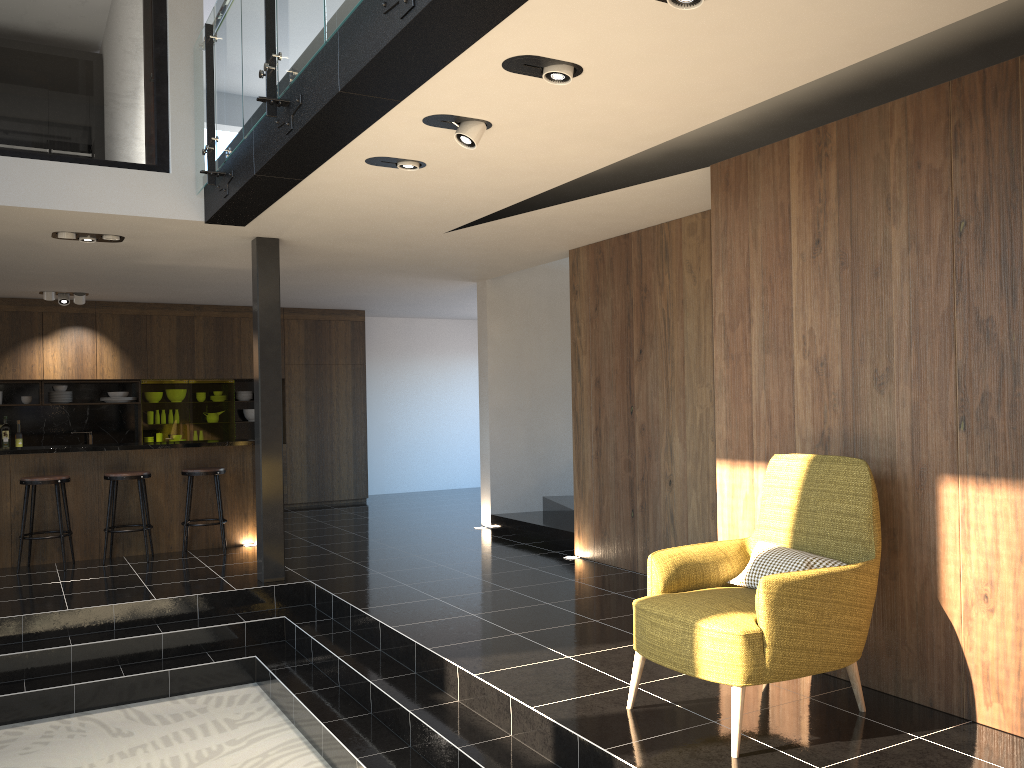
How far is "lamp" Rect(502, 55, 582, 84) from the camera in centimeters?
346cm

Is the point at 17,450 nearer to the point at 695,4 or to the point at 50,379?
the point at 50,379

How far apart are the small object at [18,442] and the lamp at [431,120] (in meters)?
9.01

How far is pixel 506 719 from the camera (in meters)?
4.14

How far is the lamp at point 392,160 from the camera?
4.83m

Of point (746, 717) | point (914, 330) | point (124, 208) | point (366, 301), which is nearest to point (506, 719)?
point (746, 717)

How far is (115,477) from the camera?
7.83m

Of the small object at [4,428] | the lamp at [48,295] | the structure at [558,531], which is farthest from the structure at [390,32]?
the small object at [4,428]

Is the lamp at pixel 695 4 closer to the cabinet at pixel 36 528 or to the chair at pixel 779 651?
the chair at pixel 779 651

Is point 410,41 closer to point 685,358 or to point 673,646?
point 673,646
